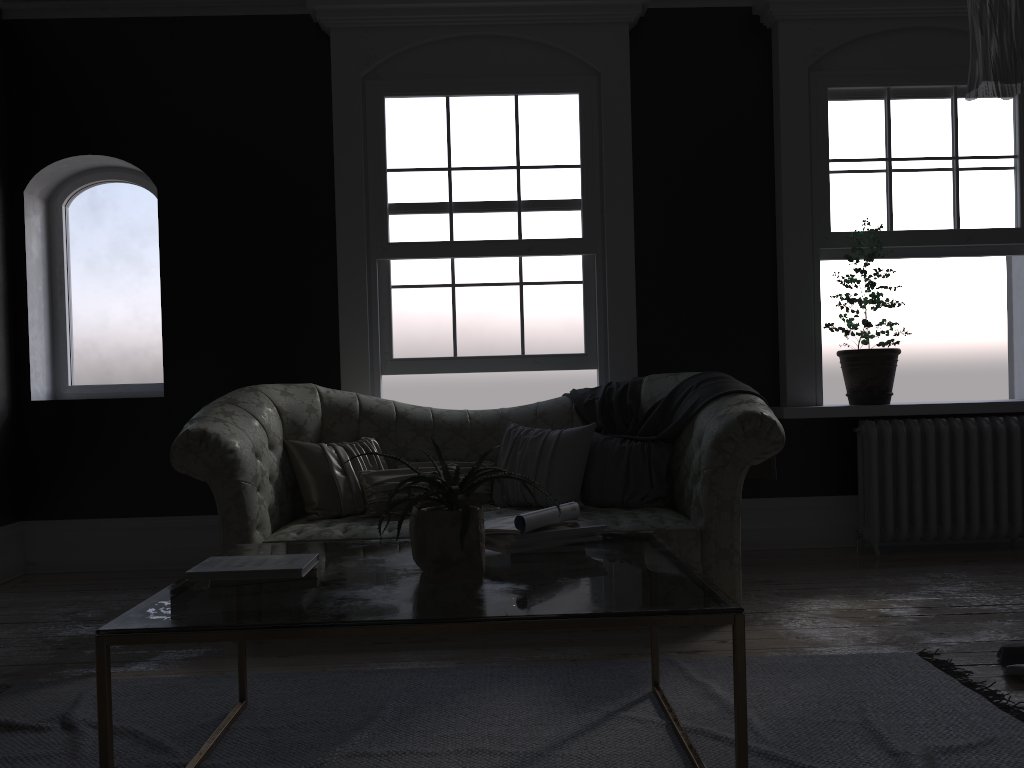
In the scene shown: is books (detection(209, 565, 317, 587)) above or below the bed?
above

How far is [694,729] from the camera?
2.7m

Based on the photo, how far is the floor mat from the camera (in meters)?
2.55

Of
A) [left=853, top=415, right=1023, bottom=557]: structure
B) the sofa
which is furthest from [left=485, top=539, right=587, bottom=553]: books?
[left=853, top=415, right=1023, bottom=557]: structure

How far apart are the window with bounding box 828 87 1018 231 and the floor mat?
3.1m

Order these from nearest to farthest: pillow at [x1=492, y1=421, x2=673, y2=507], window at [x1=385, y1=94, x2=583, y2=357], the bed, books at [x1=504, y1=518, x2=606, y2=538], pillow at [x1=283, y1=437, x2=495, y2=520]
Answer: books at [x1=504, y1=518, x2=606, y2=538], the bed, pillow at [x1=283, y1=437, x2=495, y2=520], pillow at [x1=492, y1=421, x2=673, y2=507], window at [x1=385, y1=94, x2=583, y2=357]

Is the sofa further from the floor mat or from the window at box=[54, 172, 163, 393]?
the window at box=[54, 172, 163, 393]

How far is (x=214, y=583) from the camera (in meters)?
2.36

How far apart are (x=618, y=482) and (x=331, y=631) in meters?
2.7

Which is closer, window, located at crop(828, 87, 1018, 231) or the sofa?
the sofa
